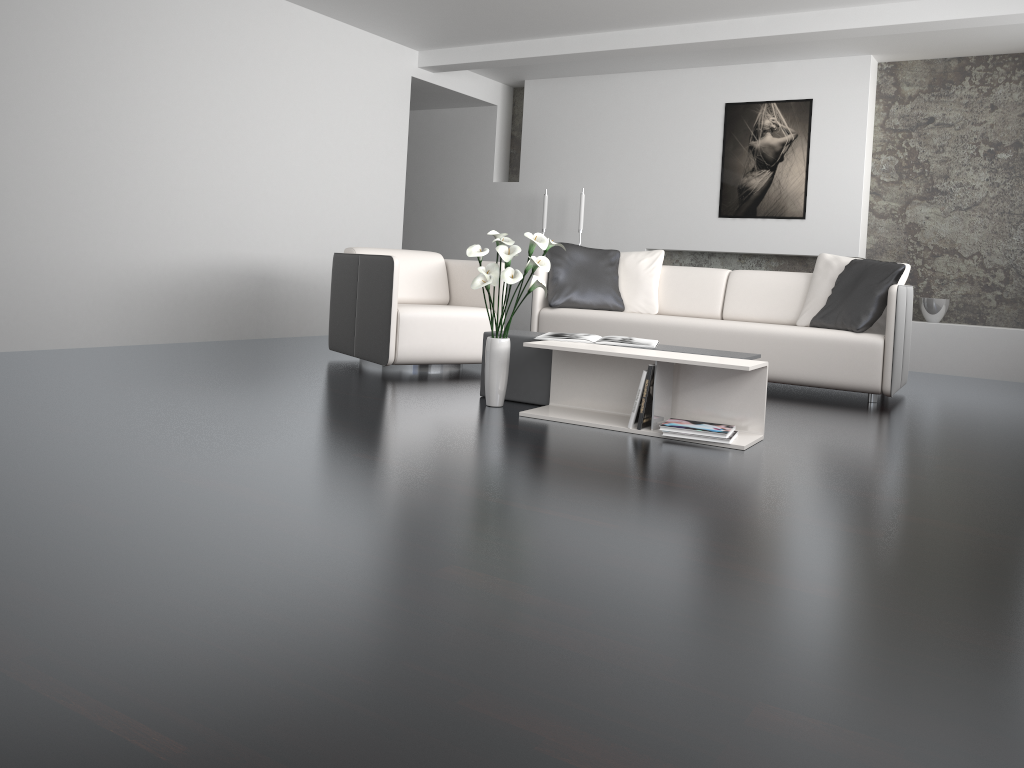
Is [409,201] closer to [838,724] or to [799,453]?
[799,453]

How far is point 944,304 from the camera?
6.8 meters

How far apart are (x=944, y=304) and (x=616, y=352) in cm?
437

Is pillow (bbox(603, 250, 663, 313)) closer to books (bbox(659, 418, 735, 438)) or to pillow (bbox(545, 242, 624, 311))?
pillow (bbox(545, 242, 624, 311))

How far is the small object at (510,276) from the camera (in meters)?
3.73

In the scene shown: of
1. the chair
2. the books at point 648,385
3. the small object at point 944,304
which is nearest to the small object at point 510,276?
the books at point 648,385

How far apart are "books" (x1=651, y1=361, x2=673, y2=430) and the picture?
4.17m

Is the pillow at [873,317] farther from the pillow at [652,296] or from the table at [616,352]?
the table at [616,352]

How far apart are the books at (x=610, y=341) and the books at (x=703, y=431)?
0.5m

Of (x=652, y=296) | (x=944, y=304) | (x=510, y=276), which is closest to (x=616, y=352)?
(x=510, y=276)
